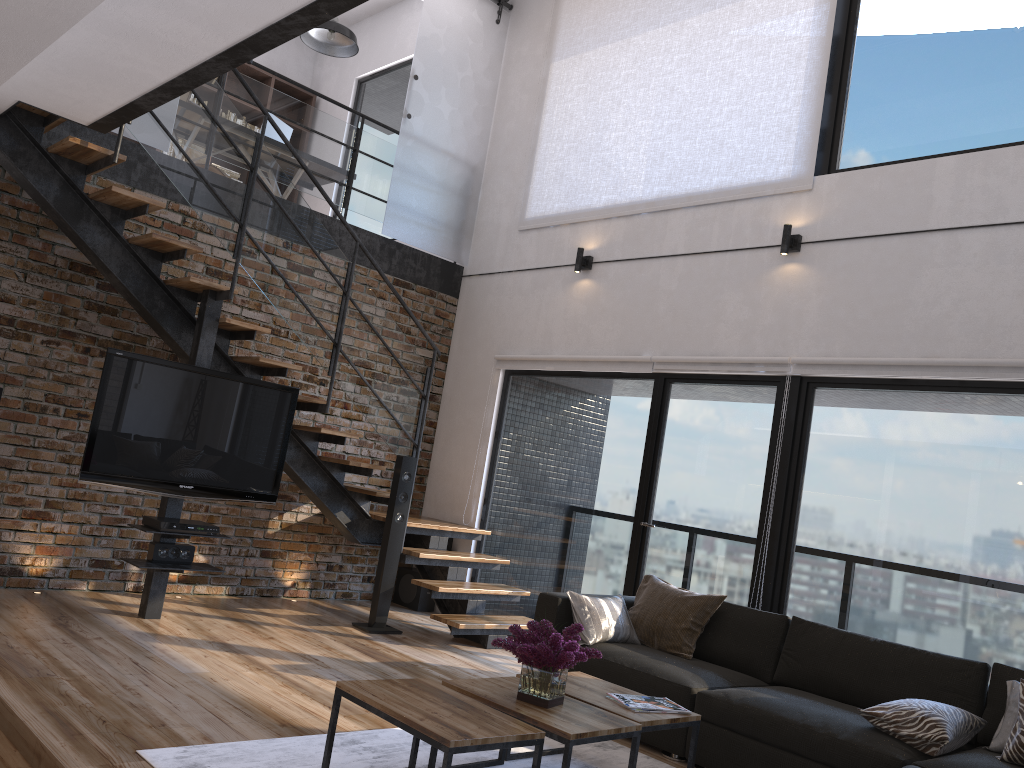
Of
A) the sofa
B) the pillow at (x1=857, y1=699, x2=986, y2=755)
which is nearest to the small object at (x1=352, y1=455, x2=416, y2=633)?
the sofa

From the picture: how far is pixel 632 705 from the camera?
3.40m

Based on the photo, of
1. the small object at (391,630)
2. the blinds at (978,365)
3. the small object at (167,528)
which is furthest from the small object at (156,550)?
the blinds at (978,365)

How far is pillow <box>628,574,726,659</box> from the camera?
4.74m

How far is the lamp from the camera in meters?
7.8

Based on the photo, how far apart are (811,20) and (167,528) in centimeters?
506cm

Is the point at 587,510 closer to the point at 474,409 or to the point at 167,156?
the point at 474,409

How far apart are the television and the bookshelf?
5.68m

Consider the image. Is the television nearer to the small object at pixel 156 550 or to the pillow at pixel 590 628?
the small object at pixel 156 550

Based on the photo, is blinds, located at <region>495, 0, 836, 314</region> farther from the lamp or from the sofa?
the sofa
